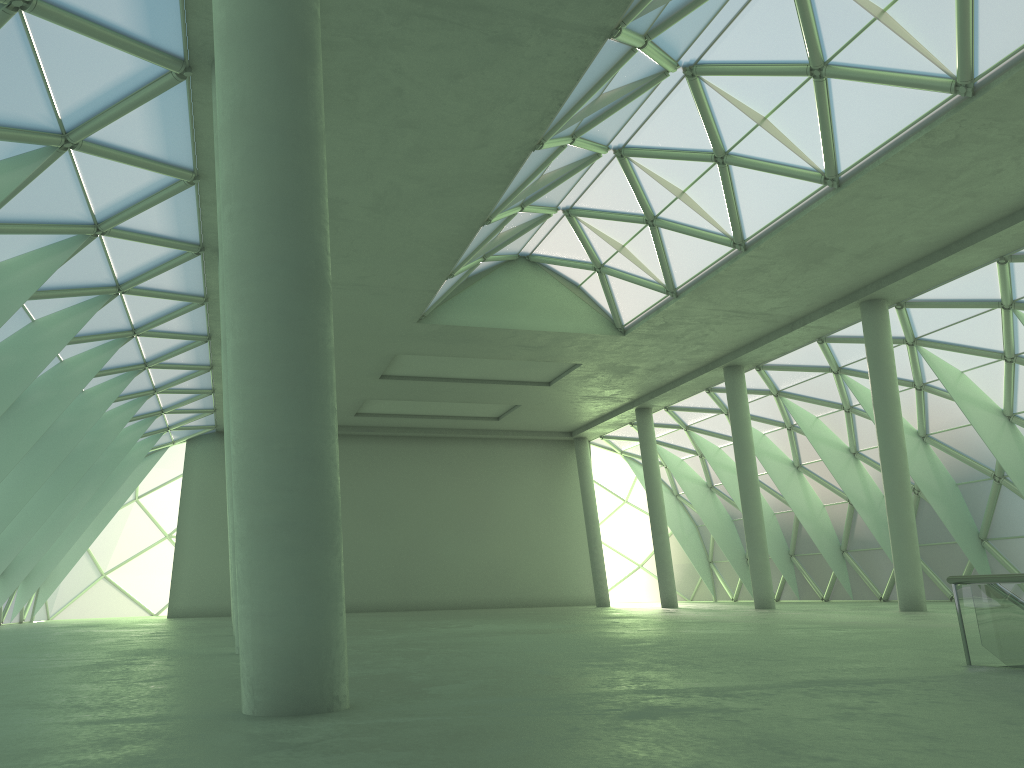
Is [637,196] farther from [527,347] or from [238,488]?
[238,488]
